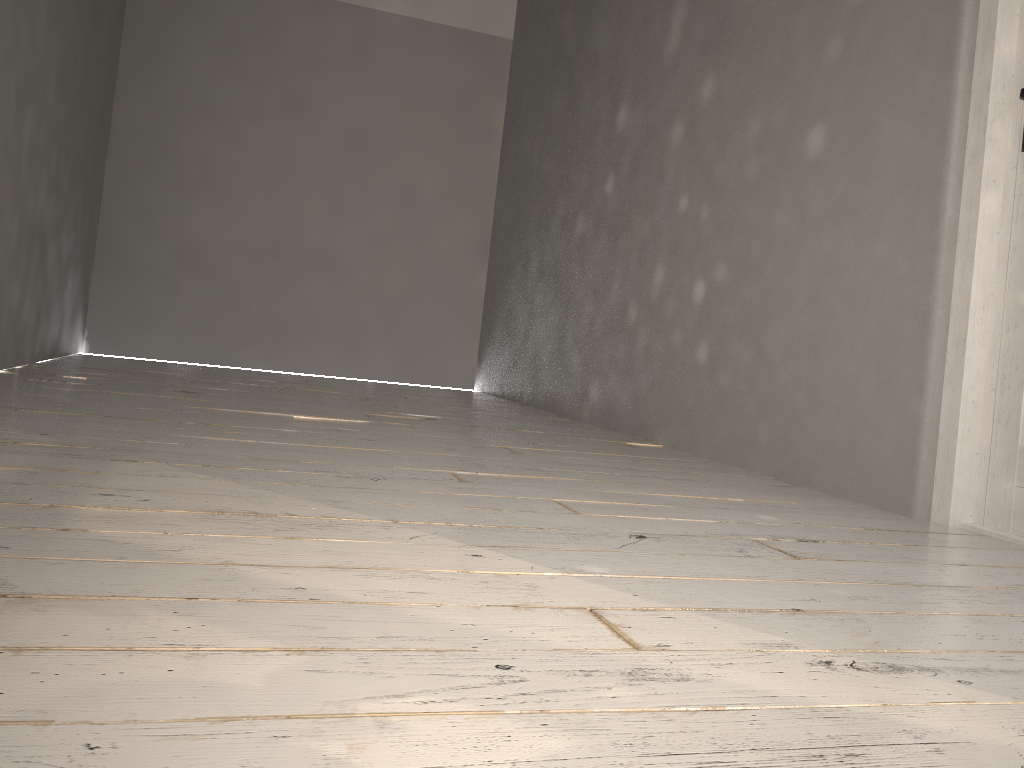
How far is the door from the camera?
2.2m

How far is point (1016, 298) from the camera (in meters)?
2.20

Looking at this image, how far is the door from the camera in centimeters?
220cm
